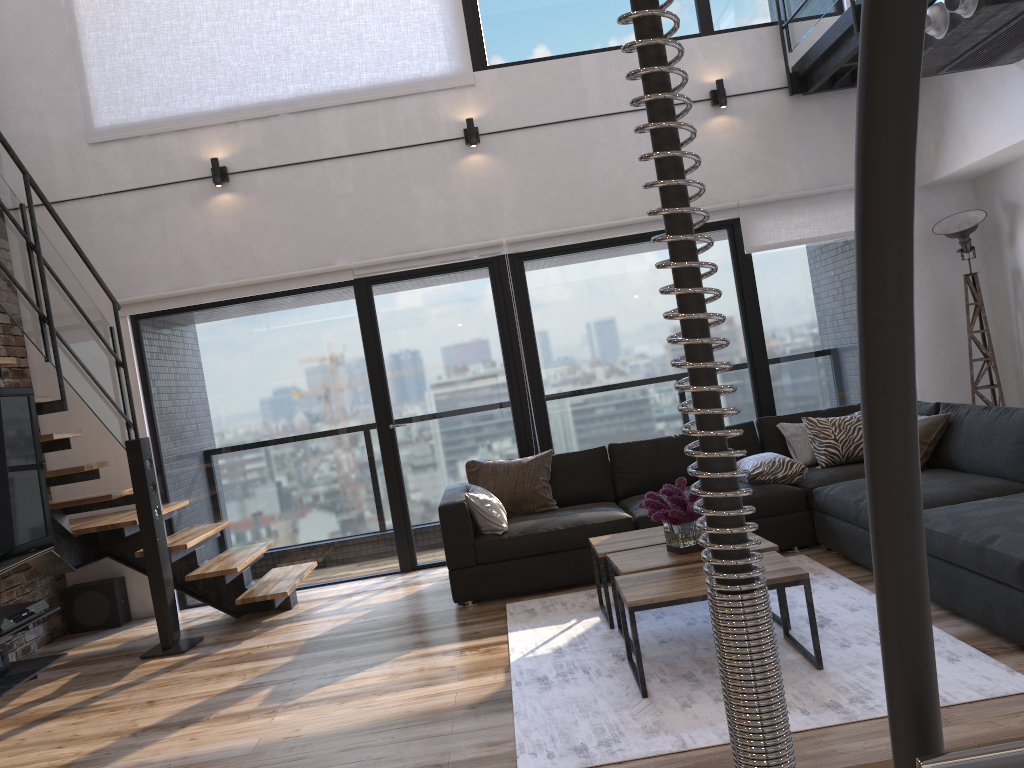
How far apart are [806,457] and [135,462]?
3.90m

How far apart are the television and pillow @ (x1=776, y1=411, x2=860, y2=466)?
4.09m

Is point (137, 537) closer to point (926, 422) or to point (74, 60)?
point (74, 60)

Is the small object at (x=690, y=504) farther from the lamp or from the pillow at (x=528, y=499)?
the lamp

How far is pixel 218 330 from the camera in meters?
6.1 m

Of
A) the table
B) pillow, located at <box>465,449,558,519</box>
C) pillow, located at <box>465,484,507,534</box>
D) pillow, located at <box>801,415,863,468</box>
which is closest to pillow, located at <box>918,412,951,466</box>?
pillow, located at <box>801,415,863,468</box>

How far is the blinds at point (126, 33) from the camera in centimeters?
598cm

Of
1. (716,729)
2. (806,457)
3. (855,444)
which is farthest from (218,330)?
(716,729)

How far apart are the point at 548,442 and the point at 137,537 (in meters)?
2.71

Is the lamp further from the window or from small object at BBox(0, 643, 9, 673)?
→ small object at BBox(0, 643, 9, 673)
